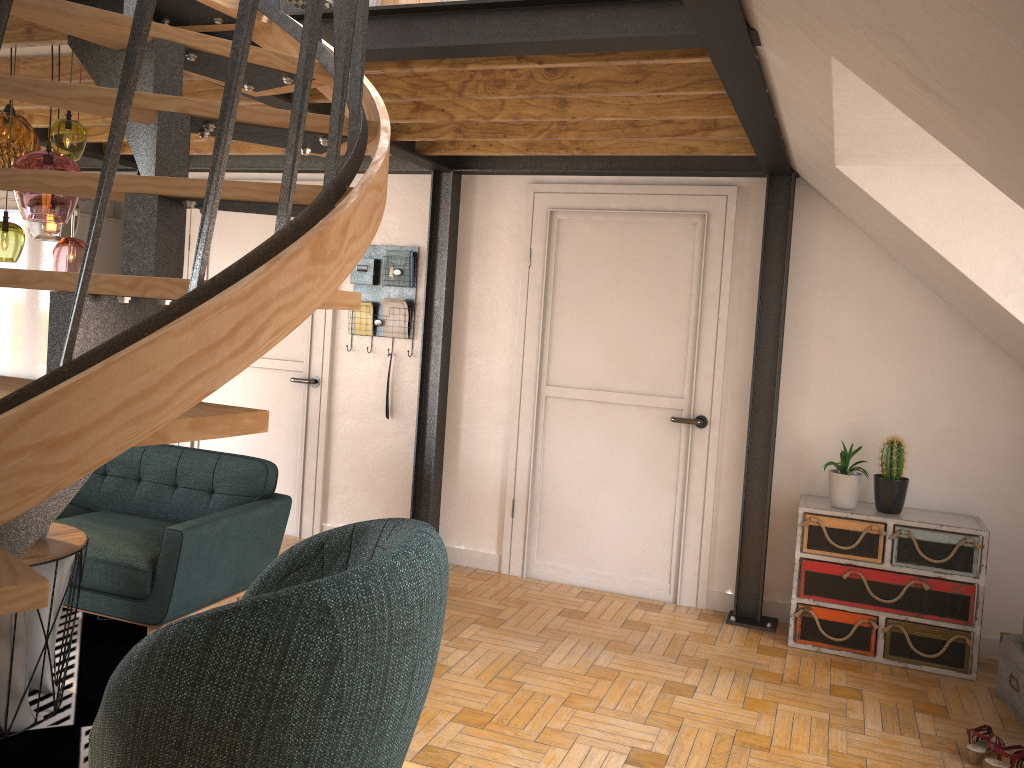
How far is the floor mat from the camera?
2.9 meters

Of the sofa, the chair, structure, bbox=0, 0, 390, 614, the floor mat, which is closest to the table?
the floor mat

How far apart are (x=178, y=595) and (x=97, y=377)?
2.6m

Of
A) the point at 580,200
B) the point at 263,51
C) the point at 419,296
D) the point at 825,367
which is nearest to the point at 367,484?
the point at 419,296

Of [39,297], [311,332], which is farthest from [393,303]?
[39,297]

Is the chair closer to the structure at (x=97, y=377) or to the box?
the structure at (x=97, y=377)

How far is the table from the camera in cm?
299

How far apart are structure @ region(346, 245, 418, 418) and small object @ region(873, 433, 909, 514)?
2.8m

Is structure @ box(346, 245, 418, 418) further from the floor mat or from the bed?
the floor mat

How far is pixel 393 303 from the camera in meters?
5.4 m
